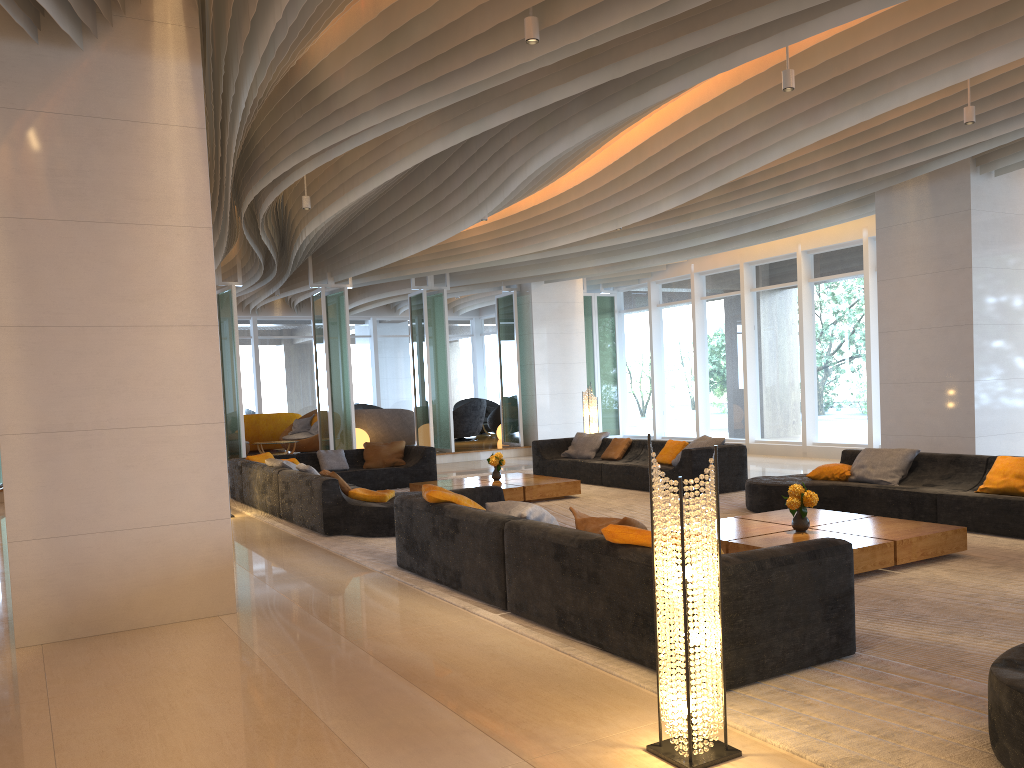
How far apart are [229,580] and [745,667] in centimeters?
349cm

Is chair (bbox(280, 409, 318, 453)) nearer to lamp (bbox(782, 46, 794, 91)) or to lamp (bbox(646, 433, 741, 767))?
lamp (bbox(782, 46, 794, 91))

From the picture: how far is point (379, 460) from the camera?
13.1m

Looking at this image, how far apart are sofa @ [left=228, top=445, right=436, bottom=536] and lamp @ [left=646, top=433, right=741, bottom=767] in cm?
546

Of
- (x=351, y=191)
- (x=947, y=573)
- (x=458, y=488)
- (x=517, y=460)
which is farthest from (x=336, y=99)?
(x=517, y=460)

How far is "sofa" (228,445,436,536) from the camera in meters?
8.6 m

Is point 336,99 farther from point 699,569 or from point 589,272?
point 589,272

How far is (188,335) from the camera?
5.62m

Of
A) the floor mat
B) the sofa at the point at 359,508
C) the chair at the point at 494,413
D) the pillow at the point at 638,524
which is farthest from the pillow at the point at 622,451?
the chair at the point at 494,413

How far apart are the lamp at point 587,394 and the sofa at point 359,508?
2.8m
